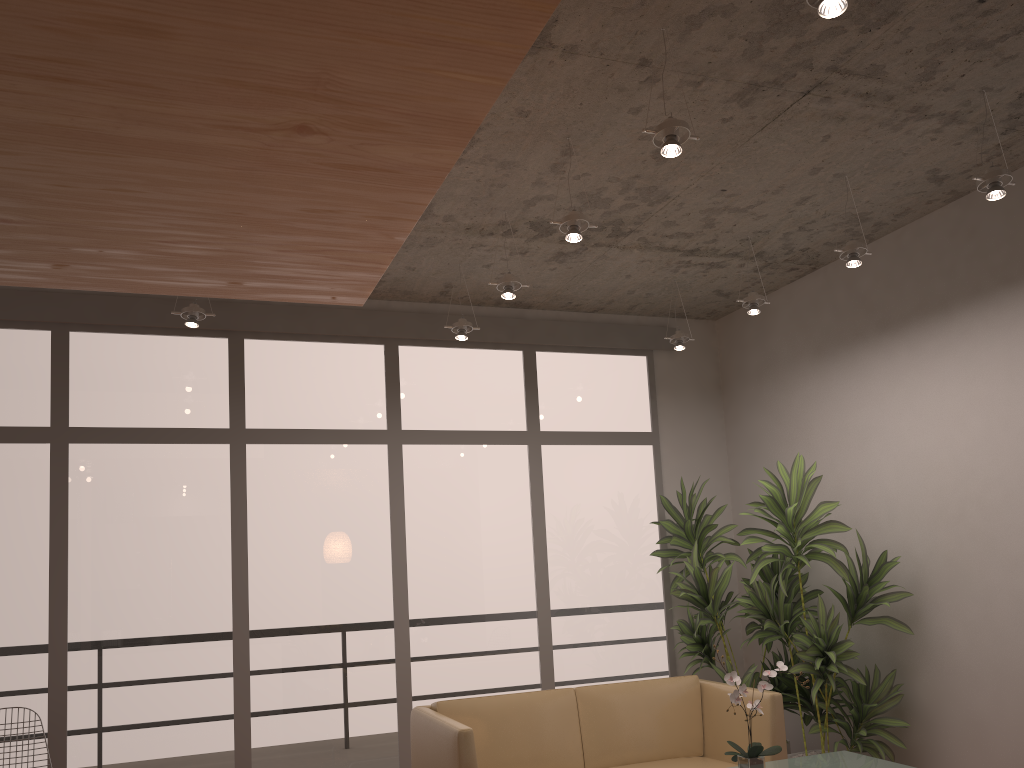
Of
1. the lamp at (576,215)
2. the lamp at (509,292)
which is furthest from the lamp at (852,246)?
the lamp at (509,292)

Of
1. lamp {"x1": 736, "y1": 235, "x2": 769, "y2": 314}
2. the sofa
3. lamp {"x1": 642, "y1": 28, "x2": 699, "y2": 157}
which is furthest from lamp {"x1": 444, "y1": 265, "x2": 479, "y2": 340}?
lamp {"x1": 642, "y1": 28, "x2": 699, "y2": 157}

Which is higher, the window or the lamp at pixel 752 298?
the lamp at pixel 752 298

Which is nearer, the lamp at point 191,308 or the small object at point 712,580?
the lamp at point 191,308

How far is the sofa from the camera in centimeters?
441cm

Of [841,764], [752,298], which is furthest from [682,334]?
[841,764]

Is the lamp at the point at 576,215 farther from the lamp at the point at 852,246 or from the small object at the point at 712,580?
the small object at the point at 712,580

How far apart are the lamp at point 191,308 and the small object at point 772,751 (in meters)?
3.29

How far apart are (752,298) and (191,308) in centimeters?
319cm

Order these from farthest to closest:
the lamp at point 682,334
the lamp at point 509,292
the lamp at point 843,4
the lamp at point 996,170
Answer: the lamp at point 682,334 < the lamp at point 509,292 < the lamp at point 996,170 < the lamp at point 843,4
